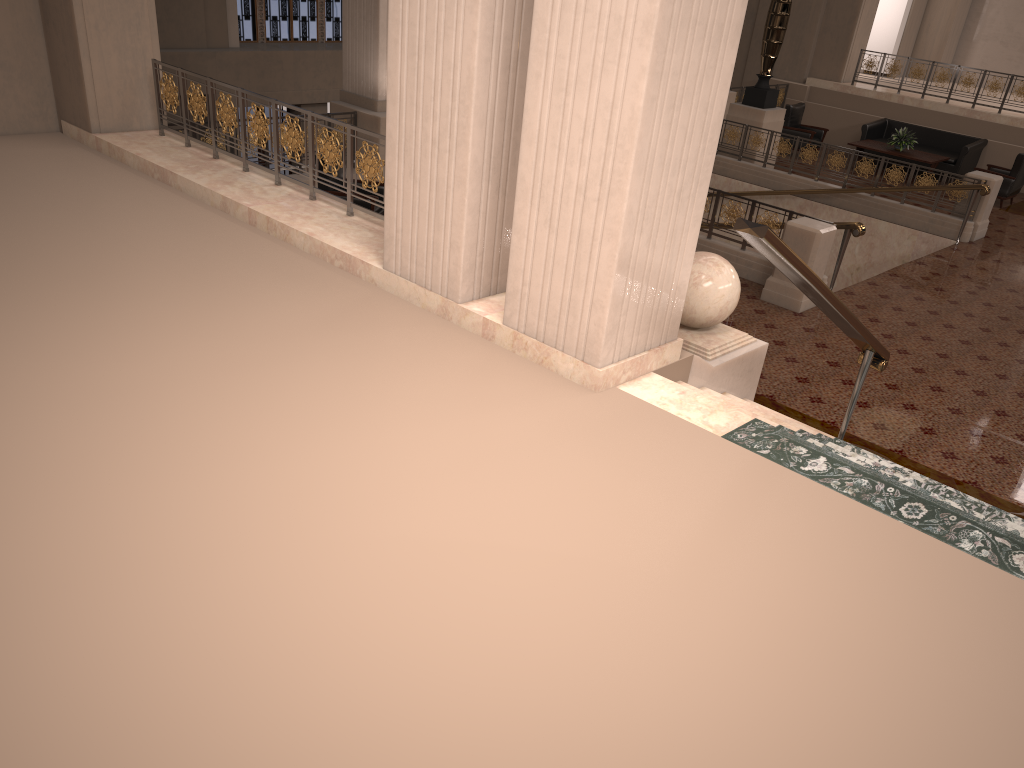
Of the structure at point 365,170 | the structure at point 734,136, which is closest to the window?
the structure at point 734,136

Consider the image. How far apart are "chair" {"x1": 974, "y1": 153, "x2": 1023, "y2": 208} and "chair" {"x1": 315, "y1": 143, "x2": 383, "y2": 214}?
10.2 meters

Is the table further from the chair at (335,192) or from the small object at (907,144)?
the chair at (335,192)

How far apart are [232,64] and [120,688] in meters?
15.6 m

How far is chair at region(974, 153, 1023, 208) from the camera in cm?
1387

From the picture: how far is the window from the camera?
17.1 meters

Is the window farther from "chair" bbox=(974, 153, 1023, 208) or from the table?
"chair" bbox=(974, 153, 1023, 208)

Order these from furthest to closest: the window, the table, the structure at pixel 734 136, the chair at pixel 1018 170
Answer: the window → the table → the structure at pixel 734 136 → the chair at pixel 1018 170

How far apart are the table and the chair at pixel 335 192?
9.62m

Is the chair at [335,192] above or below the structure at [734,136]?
below
